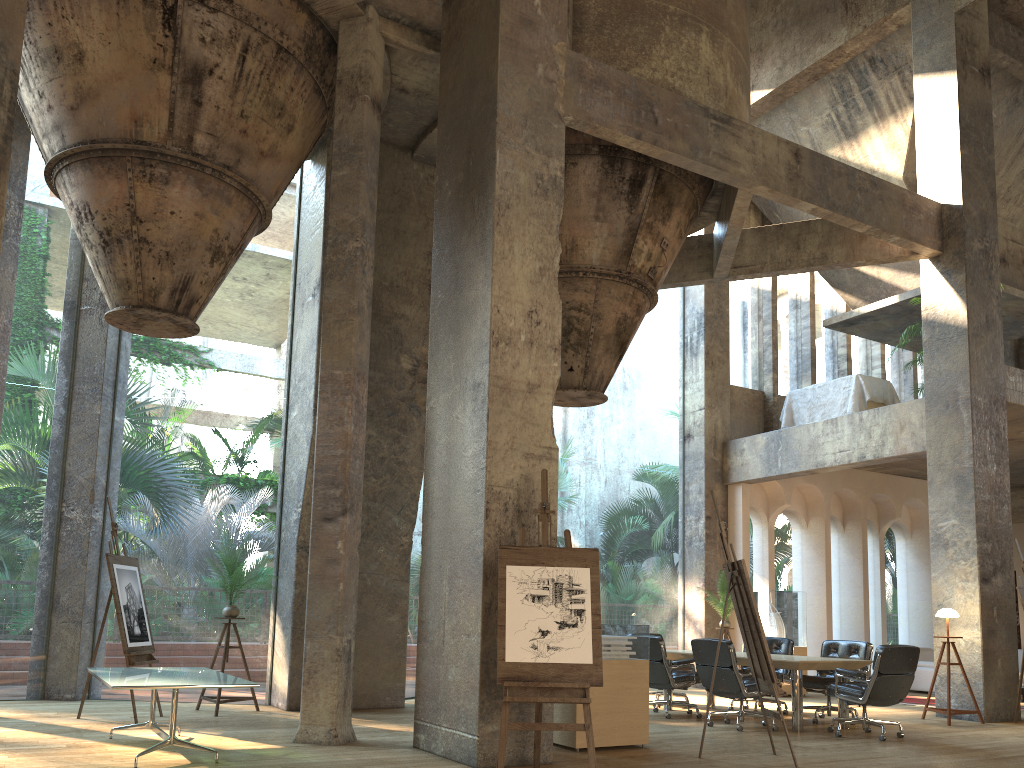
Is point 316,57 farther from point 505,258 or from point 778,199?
point 778,199

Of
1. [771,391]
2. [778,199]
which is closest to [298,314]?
[778,199]

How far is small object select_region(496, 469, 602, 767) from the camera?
5.5m

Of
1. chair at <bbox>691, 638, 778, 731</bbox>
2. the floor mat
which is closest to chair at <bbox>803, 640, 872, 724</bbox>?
chair at <bbox>691, 638, 778, 731</bbox>

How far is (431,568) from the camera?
6.9 meters

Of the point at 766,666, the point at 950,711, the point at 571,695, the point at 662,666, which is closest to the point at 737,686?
the point at 662,666

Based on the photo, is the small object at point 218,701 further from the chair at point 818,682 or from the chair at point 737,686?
the chair at point 818,682

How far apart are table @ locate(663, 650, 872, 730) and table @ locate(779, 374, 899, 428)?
5.1 meters

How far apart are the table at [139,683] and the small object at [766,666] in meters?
3.6

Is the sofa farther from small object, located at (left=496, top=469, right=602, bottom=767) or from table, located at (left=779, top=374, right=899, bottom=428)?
small object, located at (left=496, top=469, right=602, bottom=767)
